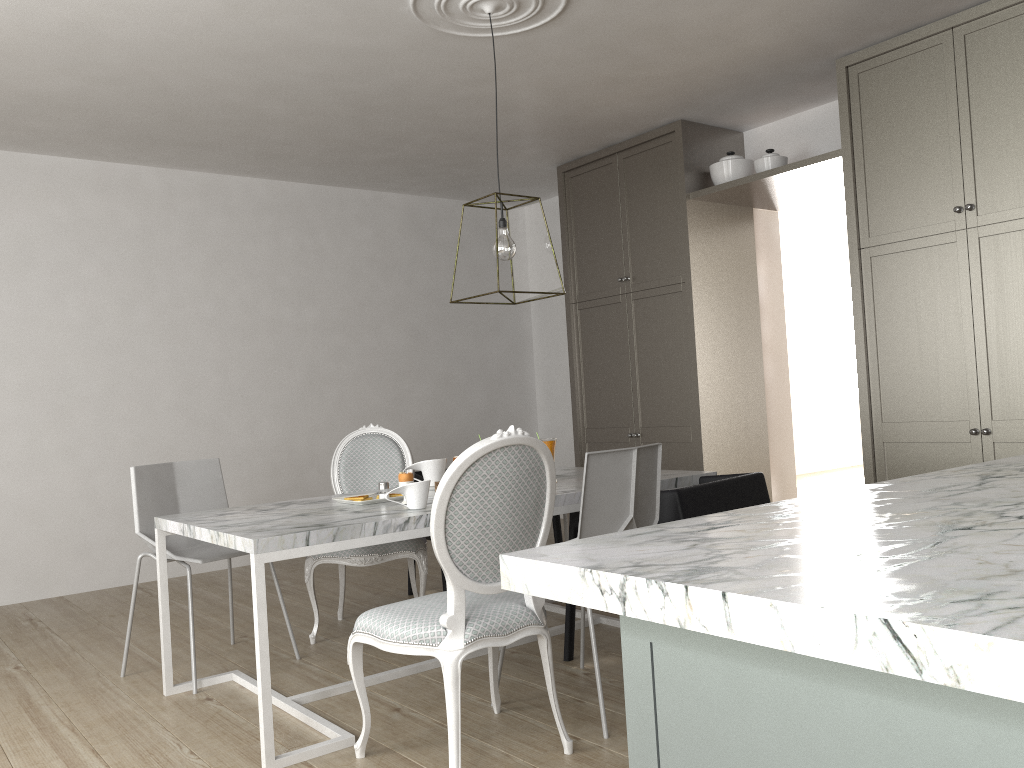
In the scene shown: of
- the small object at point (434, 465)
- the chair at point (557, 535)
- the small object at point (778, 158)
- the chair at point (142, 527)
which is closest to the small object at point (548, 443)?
the small object at point (434, 465)

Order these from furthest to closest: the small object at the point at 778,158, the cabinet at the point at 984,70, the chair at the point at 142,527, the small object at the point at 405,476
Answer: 1. the small object at the point at 778,158
2. the cabinet at the point at 984,70
3. the chair at the point at 142,527
4. the small object at the point at 405,476

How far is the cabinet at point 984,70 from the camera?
3.60m

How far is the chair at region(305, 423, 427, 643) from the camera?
3.4m

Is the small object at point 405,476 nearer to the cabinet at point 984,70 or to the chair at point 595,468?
the chair at point 595,468

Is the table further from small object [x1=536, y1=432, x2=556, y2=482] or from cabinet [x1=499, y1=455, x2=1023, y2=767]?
cabinet [x1=499, y1=455, x2=1023, y2=767]

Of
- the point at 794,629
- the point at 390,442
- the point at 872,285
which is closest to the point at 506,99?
the point at 390,442

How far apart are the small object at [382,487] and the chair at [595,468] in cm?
82

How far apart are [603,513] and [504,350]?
4.22m

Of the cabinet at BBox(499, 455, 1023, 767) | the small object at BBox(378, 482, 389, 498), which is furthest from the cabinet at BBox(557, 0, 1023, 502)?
the small object at BBox(378, 482, 389, 498)
